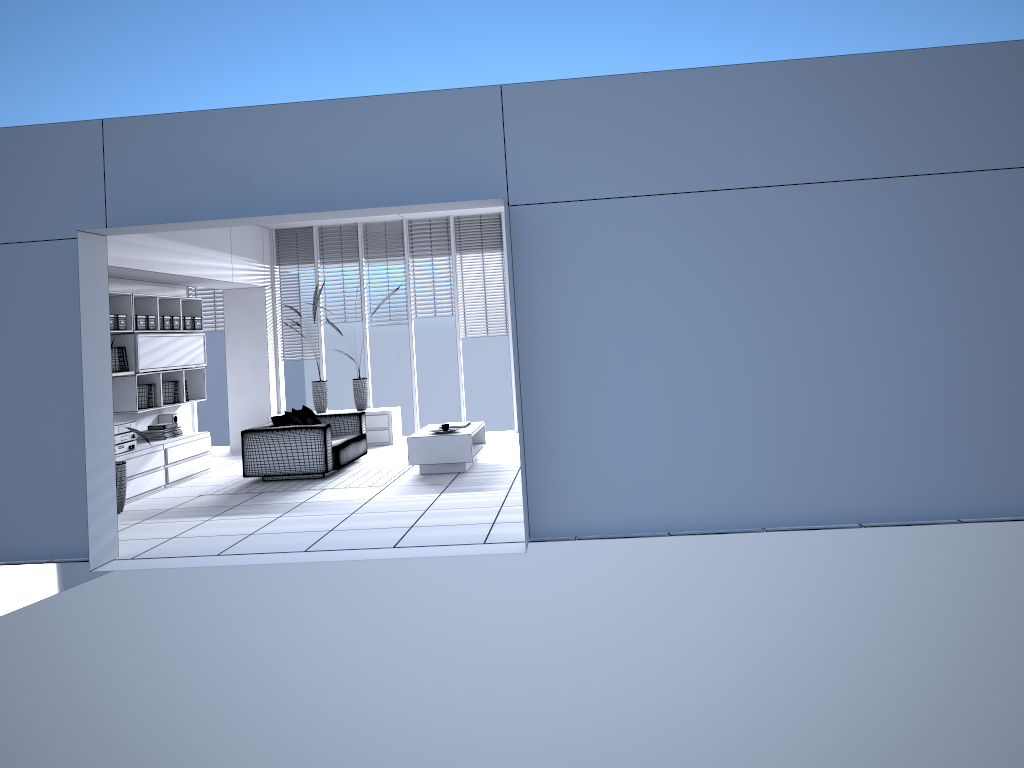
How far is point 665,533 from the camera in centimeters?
587cm

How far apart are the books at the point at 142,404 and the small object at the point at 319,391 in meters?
2.7 m

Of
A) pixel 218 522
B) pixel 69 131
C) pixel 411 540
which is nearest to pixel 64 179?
pixel 69 131

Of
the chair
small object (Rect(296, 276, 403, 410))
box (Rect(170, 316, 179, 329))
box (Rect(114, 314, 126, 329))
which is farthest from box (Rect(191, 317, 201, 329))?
small object (Rect(296, 276, 403, 410))

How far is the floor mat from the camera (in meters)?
8.80

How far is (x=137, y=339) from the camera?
9.20m

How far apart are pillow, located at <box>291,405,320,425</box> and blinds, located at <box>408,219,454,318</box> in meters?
2.7

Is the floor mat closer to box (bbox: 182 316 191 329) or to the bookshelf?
the bookshelf

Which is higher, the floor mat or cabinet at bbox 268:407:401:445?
cabinet at bbox 268:407:401:445

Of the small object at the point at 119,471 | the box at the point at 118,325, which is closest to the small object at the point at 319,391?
the box at the point at 118,325
